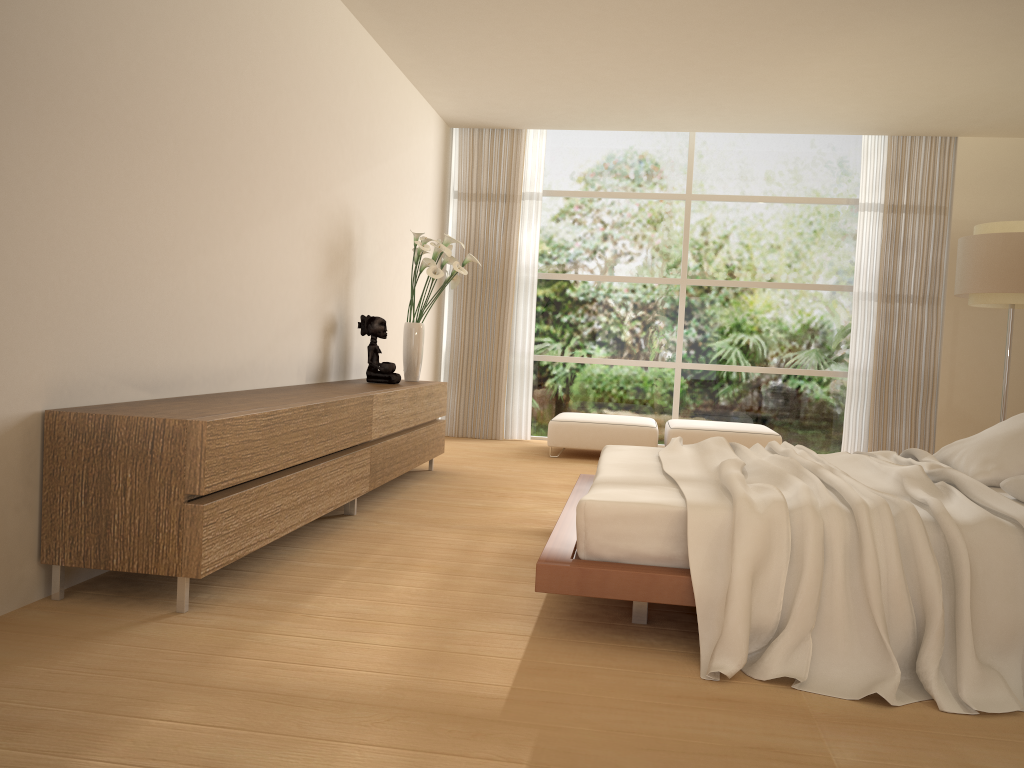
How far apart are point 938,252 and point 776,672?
6.80m

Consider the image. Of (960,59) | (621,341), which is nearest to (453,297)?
(621,341)

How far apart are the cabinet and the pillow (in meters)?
2.86

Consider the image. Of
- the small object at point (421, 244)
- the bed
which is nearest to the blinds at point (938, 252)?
the bed

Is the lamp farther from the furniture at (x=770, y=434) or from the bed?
the bed

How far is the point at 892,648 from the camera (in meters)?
2.69

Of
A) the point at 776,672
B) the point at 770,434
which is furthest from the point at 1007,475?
the point at 770,434

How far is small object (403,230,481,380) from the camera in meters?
6.2 m

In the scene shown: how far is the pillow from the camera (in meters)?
3.80

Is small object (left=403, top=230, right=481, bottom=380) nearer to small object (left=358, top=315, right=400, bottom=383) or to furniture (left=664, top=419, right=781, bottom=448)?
small object (left=358, top=315, right=400, bottom=383)
